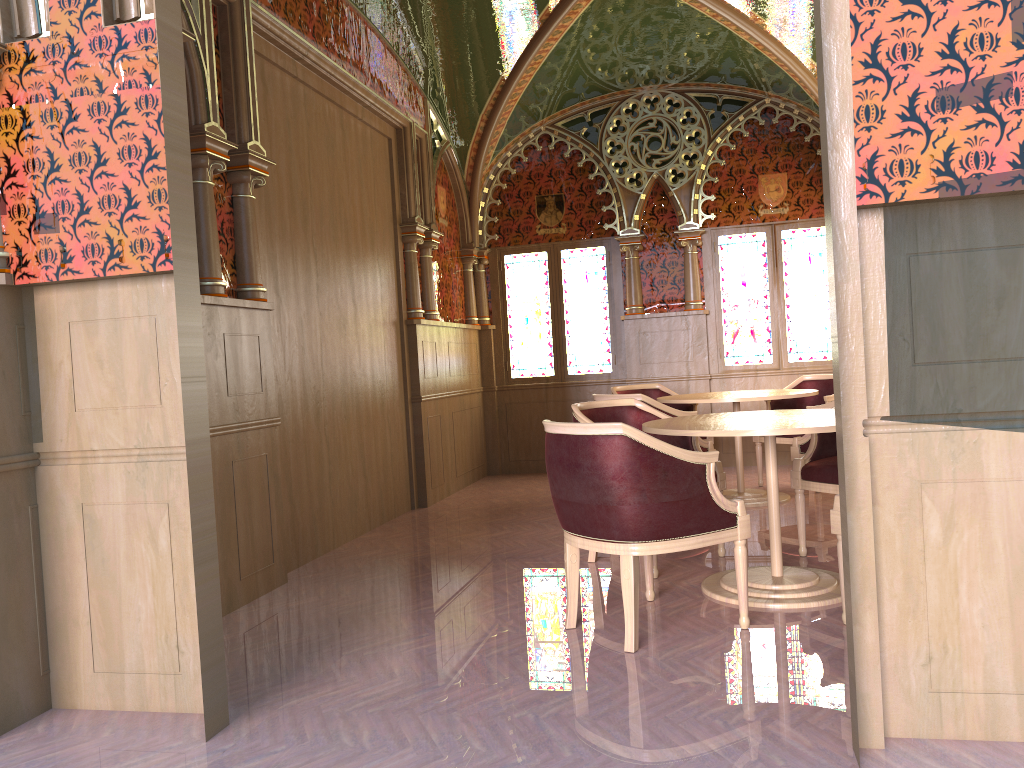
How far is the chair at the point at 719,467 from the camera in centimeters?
470cm

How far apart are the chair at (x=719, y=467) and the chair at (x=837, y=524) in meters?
1.2

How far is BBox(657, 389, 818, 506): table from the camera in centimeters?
599cm

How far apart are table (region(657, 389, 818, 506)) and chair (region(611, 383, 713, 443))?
0.67m

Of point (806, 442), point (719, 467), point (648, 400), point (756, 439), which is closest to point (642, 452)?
point (719, 467)

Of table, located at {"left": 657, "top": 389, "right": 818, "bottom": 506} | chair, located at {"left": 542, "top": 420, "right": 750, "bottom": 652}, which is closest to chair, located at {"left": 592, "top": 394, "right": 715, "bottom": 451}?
table, located at {"left": 657, "top": 389, "right": 818, "bottom": 506}

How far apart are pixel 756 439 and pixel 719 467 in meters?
2.5

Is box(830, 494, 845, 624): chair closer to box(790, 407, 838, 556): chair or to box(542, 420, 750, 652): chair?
box(542, 420, 750, 652): chair

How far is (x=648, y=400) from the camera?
5.6 meters

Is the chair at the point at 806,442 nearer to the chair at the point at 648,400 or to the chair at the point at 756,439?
the chair at the point at 648,400
